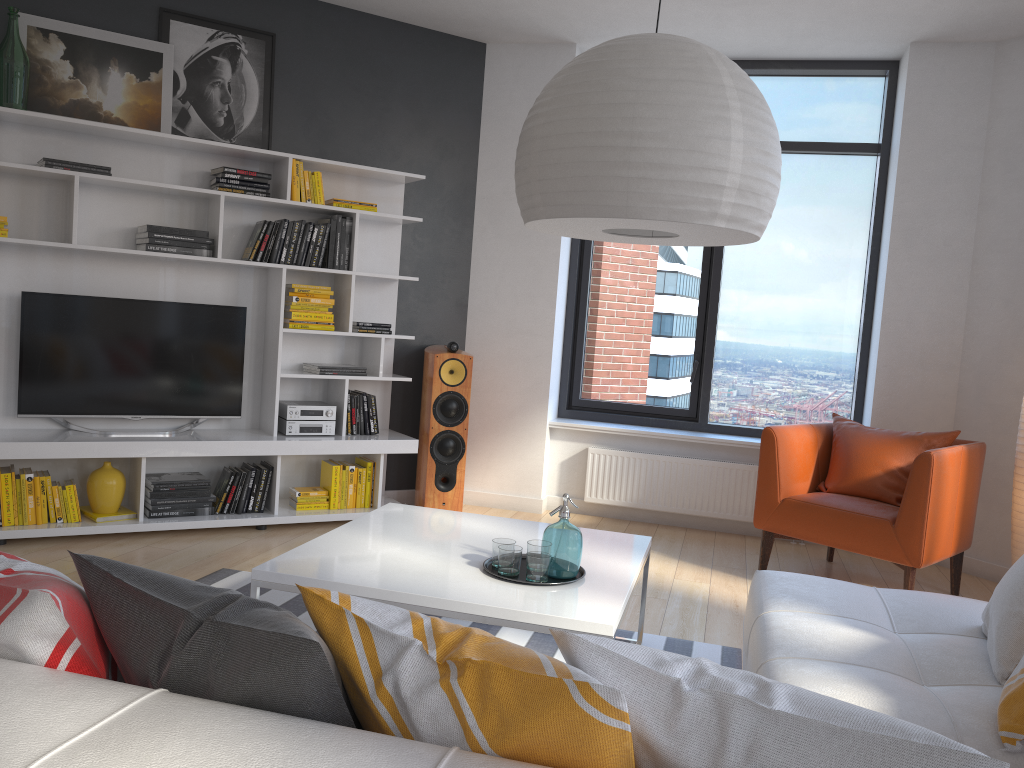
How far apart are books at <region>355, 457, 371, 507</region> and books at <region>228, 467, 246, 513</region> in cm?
77

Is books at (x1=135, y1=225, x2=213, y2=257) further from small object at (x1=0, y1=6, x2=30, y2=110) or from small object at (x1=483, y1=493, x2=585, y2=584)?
small object at (x1=483, y1=493, x2=585, y2=584)

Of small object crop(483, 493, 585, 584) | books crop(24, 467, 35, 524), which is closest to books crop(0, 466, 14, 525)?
books crop(24, 467, 35, 524)

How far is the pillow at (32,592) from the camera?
1.2 meters

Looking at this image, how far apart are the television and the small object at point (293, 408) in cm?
23

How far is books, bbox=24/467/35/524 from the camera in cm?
428

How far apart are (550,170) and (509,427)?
4.0m

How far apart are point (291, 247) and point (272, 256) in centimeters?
12cm

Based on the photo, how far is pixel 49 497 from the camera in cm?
435

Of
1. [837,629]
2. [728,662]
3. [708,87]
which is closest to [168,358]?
[728,662]
